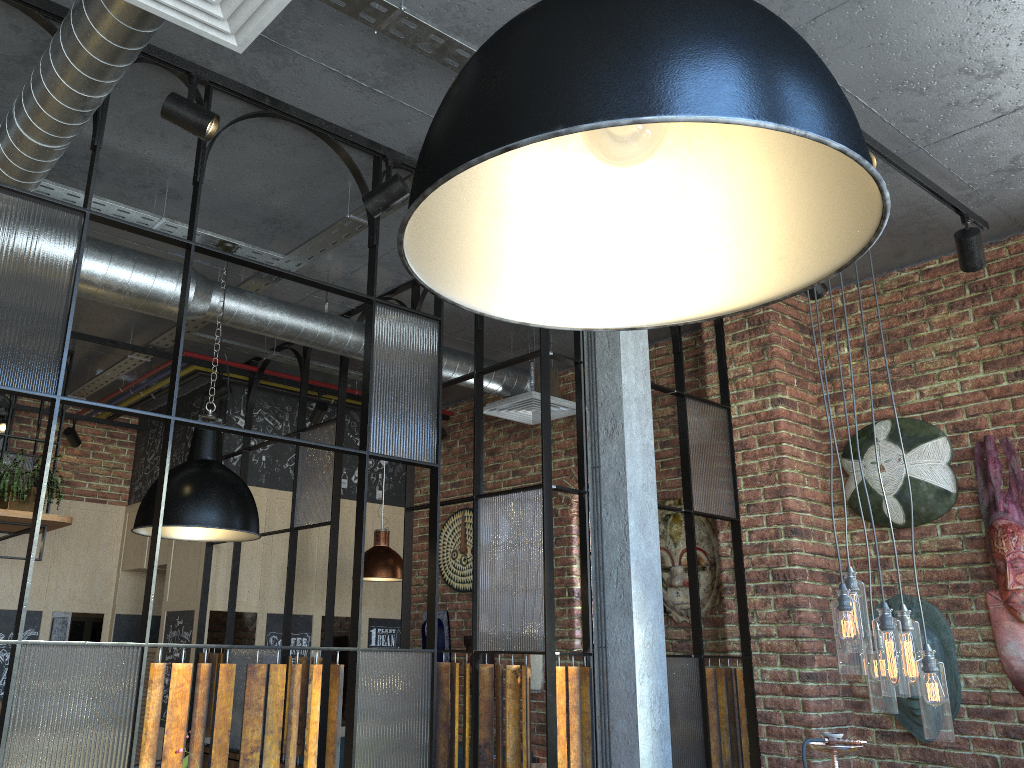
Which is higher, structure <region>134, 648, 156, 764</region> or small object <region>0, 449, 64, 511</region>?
small object <region>0, 449, 64, 511</region>

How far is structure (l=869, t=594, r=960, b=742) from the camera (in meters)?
4.03

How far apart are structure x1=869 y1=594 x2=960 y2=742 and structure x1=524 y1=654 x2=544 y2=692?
2.32m

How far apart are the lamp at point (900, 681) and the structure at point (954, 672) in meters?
1.4

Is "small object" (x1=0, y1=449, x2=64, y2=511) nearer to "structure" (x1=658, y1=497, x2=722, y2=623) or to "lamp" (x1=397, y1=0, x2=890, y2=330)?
"structure" (x1=658, y1=497, x2=722, y2=623)

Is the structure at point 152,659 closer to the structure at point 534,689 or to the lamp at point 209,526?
the structure at point 534,689

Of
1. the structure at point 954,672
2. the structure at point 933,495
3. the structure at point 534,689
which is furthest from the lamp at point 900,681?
the structure at point 534,689

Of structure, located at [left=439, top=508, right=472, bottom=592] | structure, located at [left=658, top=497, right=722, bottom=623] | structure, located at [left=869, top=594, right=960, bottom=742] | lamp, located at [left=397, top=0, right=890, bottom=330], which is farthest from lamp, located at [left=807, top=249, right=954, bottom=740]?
structure, located at [left=439, top=508, right=472, bottom=592]

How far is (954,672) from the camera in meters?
4.0

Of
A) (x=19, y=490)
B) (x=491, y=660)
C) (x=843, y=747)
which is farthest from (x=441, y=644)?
(x=843, y=747)
